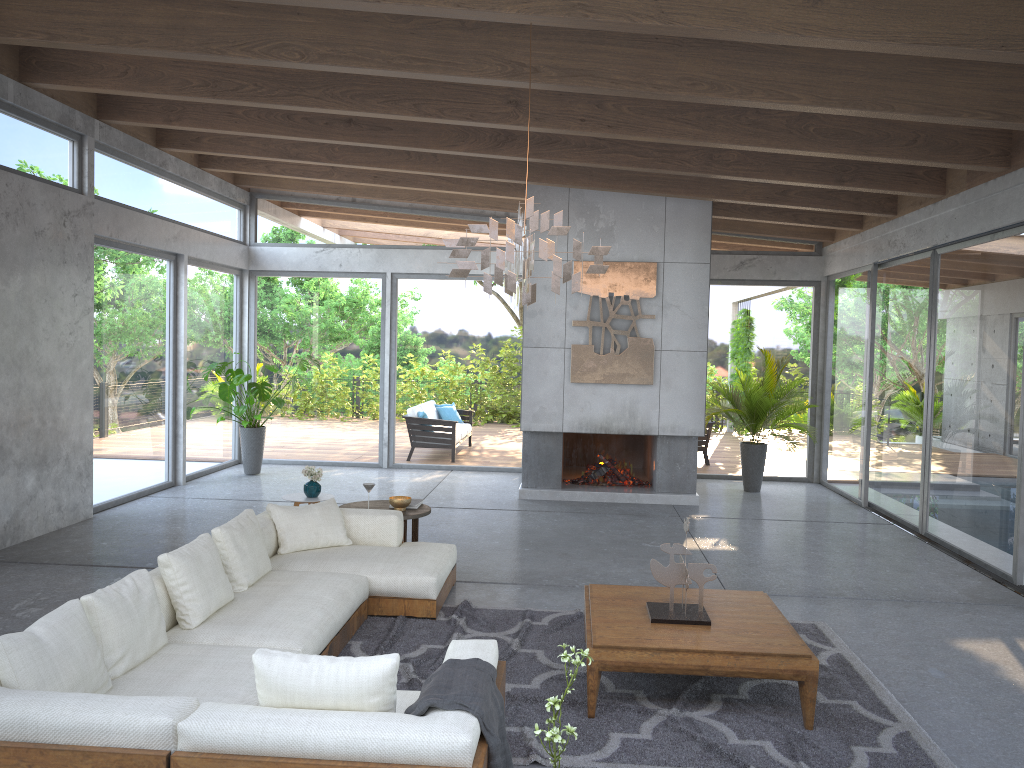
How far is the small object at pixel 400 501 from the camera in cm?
672

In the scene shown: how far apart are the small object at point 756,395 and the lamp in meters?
6.1

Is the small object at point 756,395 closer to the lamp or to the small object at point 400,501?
the small object at point 400,501

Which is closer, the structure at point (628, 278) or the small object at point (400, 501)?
the small object at point (400, 501)

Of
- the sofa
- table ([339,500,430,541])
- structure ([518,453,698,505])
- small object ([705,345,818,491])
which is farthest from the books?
small object ([705,345,818,491])

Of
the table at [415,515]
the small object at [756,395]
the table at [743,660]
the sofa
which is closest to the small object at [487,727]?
the sofa

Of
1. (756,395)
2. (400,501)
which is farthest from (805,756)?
(756,395)

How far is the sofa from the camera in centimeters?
278cm

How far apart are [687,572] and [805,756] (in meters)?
1.01

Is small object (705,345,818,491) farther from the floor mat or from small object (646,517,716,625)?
small object (646,517,716,625)
